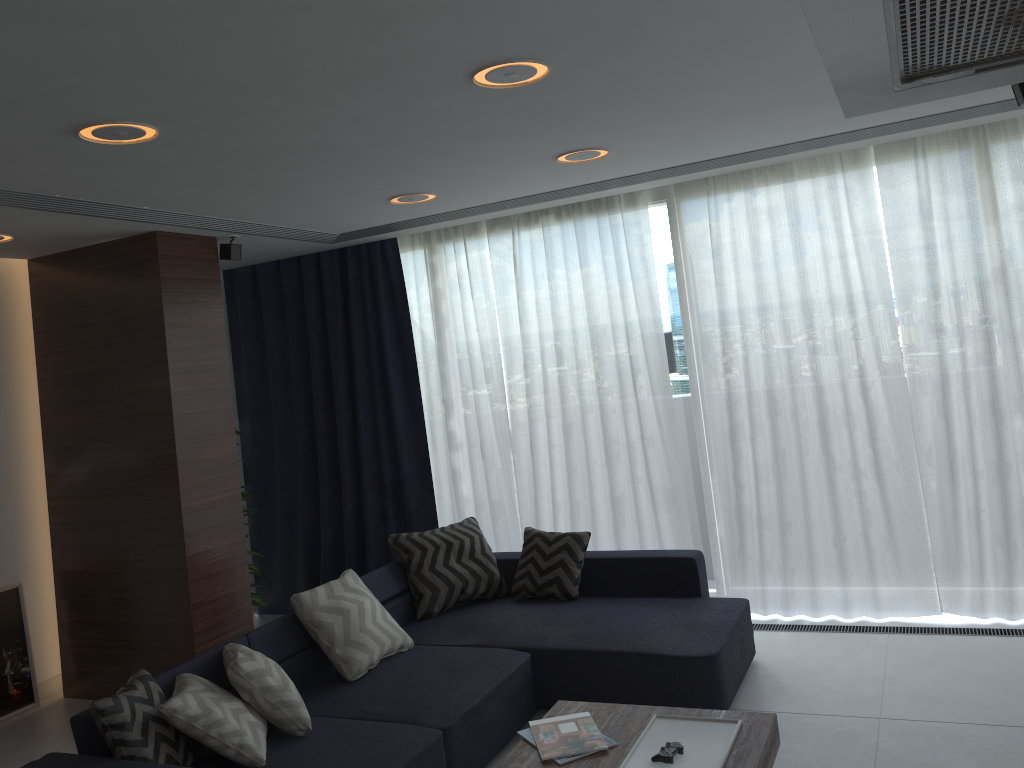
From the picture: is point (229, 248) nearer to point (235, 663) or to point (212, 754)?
point (235, 663)

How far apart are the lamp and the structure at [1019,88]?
1.7 meters

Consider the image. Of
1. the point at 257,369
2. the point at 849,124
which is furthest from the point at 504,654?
the point at 257,369

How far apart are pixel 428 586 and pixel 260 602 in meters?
1.4 m

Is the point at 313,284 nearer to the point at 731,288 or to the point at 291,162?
the point at 291,162

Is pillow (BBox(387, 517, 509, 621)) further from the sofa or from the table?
the table

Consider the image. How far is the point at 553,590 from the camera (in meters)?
4.82

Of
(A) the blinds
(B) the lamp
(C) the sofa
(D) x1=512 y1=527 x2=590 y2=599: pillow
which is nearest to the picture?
(A) the blinds

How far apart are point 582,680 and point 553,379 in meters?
2.1 m

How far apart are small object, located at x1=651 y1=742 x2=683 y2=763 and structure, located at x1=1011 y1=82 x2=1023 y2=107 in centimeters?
279cm
